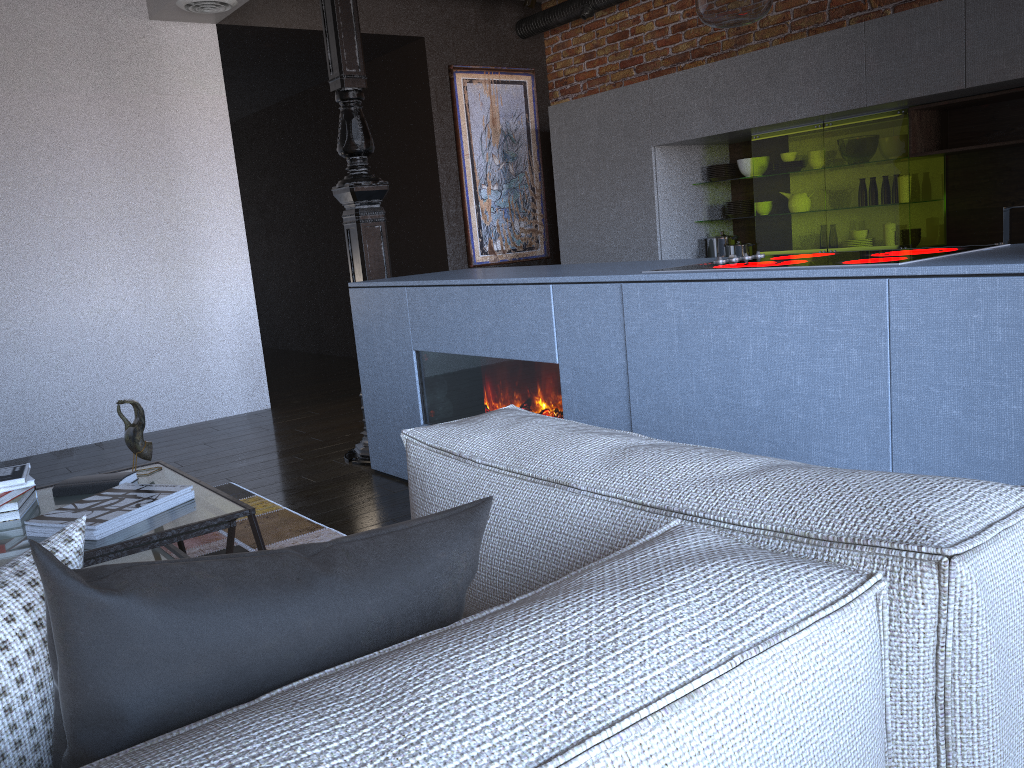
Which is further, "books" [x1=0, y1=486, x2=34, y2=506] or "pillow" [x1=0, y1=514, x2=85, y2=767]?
"books" [x1=0, y1=486, x2=34, y2=506]

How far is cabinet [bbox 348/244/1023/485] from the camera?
1.7m

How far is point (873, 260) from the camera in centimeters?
205cm

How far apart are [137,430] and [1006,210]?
3.8m

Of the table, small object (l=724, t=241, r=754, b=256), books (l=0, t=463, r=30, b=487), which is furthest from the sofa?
small object (l=724, t=241, r=754, b=256)

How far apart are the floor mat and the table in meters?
0.3

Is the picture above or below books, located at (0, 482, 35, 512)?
above

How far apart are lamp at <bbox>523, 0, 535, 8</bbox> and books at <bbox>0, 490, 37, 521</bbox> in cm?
500

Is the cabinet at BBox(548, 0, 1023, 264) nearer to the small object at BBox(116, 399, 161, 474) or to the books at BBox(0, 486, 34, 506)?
the small object at BBox(116, 399, 161, 474)

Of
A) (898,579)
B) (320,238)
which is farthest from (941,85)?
(320,238)
